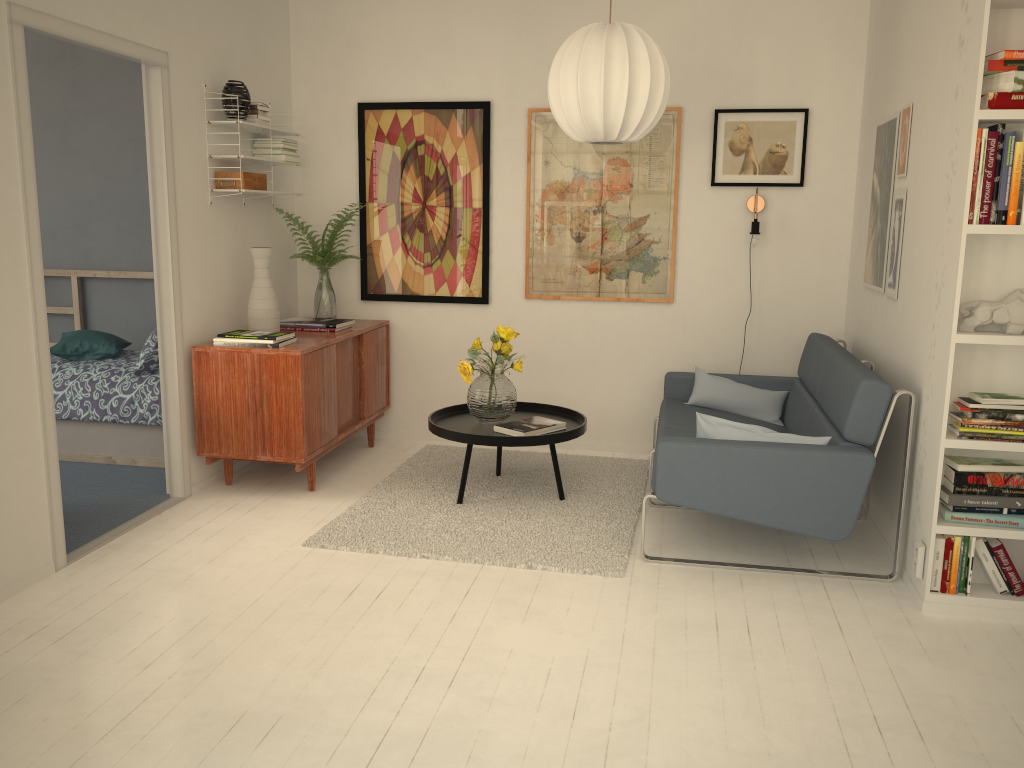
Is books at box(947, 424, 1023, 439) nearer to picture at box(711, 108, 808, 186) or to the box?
picture at box(711, 108, 808, 186)

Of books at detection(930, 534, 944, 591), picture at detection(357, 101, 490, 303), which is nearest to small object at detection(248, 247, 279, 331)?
picture at detection(357, 101, 490, 303)

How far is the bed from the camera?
4.7 meters

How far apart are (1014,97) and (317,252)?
3.5 meters

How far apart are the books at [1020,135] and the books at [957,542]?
1.3m

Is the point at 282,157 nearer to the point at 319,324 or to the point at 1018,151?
the point at 319,324

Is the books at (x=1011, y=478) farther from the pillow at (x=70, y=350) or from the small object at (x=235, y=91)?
the pillow at (x=70, y=350)

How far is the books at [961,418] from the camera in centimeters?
299cm

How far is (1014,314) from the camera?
2.9 meters

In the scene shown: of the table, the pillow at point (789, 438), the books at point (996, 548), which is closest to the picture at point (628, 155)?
the table
